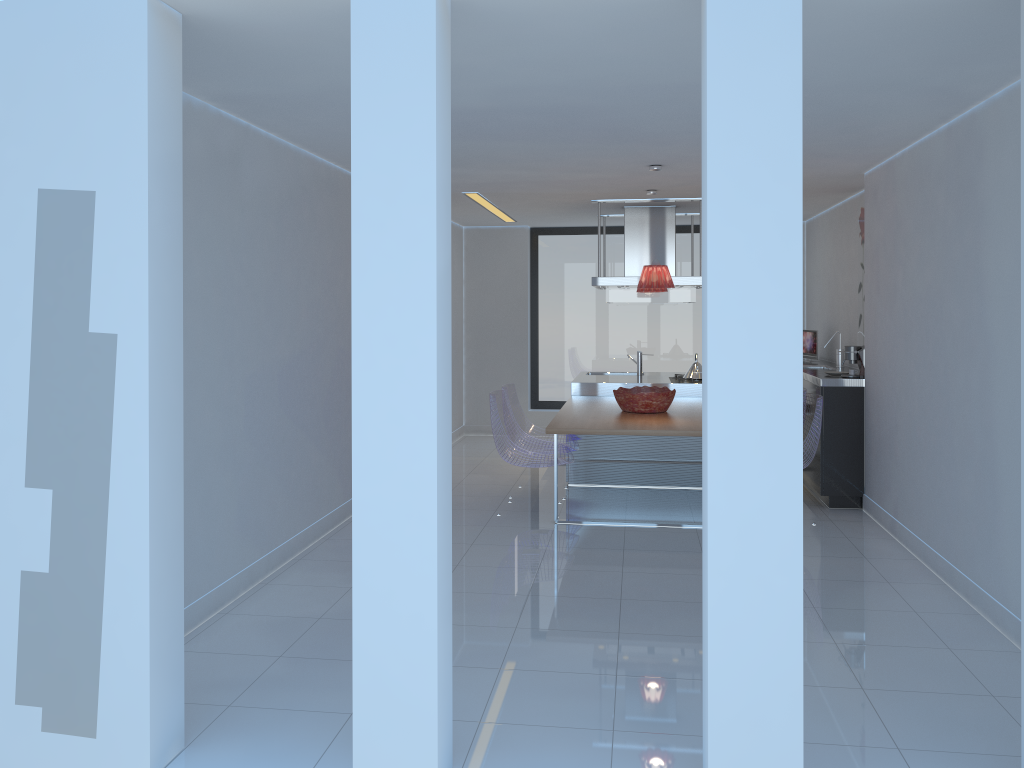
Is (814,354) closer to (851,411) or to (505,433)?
(851,411)

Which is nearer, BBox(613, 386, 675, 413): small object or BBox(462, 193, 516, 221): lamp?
BBox(613, 386, 675, 413): small object

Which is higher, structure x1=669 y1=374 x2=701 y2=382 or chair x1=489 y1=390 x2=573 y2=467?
structure x1=669 y1=374 x2=701 y2=382

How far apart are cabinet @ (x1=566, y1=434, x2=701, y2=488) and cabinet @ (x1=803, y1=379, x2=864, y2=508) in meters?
0.9 m

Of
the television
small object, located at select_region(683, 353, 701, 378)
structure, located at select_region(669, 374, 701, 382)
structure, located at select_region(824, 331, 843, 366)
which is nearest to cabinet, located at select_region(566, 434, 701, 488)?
structure, located at select_region(669, 374, 701, 382)

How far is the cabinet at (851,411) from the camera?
6.60m

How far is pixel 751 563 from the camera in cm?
258

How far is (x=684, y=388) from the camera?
8.0 meters

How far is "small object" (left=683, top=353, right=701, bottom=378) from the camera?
8.2 meters

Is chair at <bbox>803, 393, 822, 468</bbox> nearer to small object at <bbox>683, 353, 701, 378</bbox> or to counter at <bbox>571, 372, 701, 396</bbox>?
counter at <bbox>571, 372, 701, 396</bbox>
